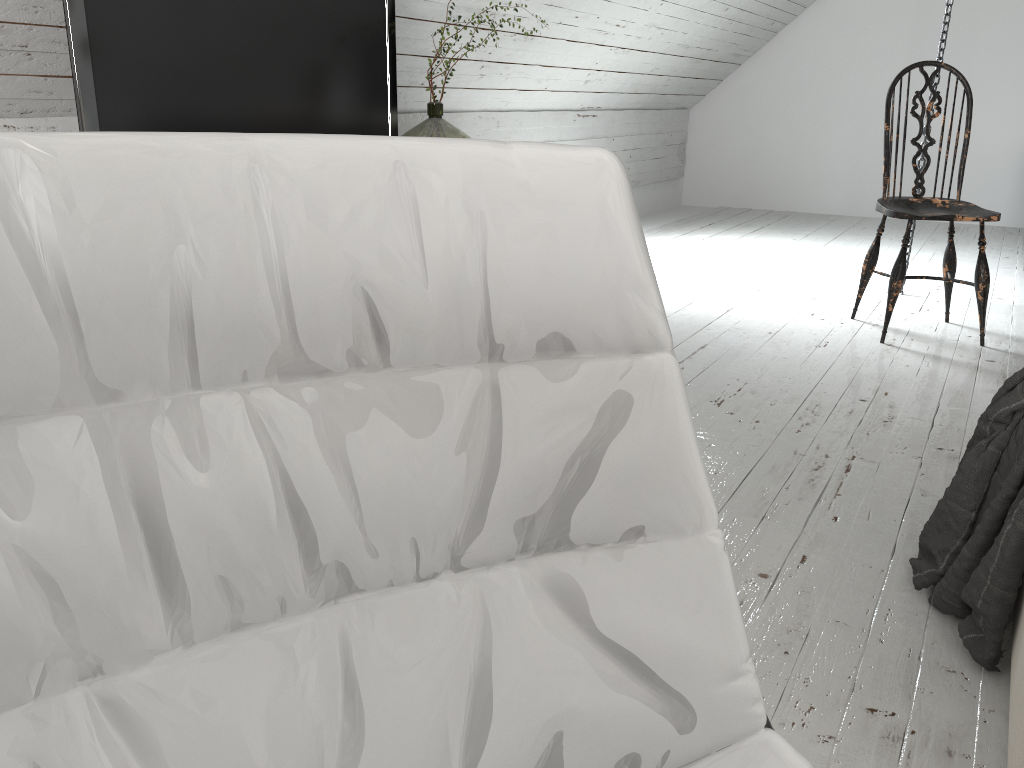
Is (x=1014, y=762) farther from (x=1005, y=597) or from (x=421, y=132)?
(x=421, y=132)

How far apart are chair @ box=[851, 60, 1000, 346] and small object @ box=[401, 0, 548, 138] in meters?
1.4 m

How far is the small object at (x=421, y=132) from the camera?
2.89m

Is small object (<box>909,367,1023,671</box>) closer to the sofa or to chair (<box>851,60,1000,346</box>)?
the sofa

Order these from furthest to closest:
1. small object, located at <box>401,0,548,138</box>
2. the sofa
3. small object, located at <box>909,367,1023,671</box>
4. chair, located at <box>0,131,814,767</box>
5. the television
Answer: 1. small object, located at <box>401,0,548,138</box>
2. the television
3. small object, located at <box>909,367,1023,671</box>
4. the sofa
5. chair, located at <box>0,131,814,767</box>

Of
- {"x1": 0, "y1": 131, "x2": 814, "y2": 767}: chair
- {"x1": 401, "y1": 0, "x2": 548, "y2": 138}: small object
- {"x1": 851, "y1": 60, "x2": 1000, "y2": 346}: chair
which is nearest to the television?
{"x1": 401, "y1": 0, "x2": 548, "y2": 138}: small object

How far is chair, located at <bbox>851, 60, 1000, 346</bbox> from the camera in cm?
291

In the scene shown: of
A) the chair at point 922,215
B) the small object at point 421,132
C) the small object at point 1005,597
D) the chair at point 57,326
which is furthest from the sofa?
the small object at point 421,132

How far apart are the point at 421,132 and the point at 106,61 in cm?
117

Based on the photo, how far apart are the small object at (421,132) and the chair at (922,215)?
1.44m
